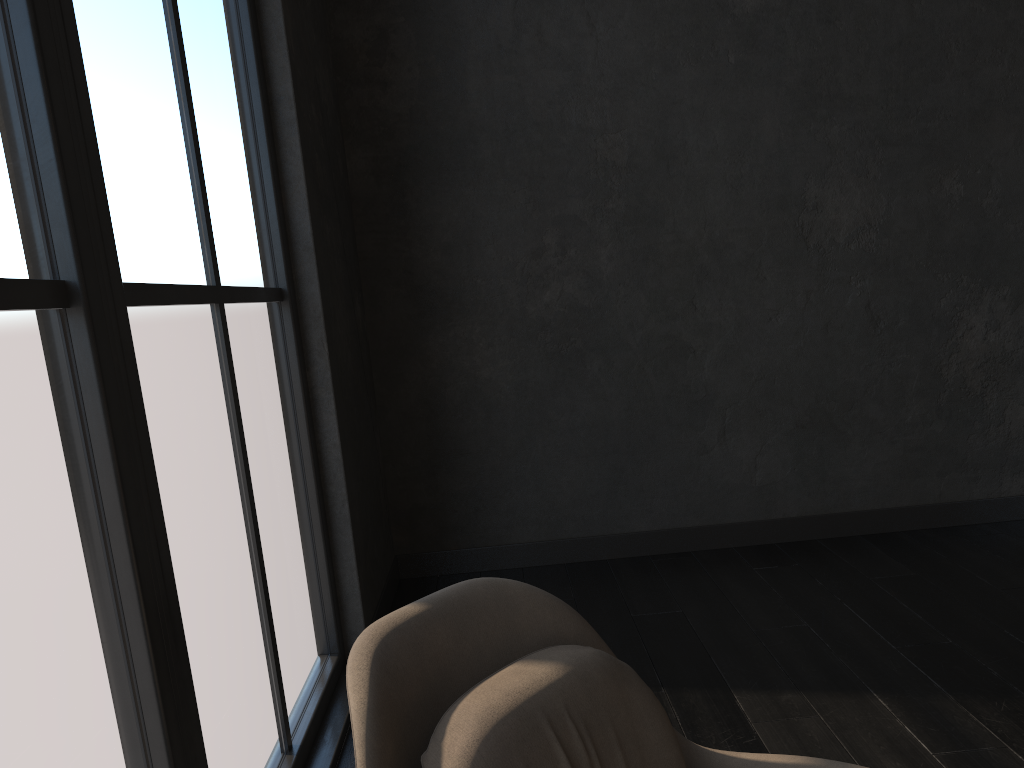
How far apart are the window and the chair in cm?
44

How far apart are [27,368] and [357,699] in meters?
0.7 m

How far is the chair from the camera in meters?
1.1 m

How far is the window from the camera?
1.3 meters

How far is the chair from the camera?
1.1 meters

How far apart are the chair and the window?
0.4 meters

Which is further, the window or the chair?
the window

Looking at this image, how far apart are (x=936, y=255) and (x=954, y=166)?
0.40m

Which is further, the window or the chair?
the window
